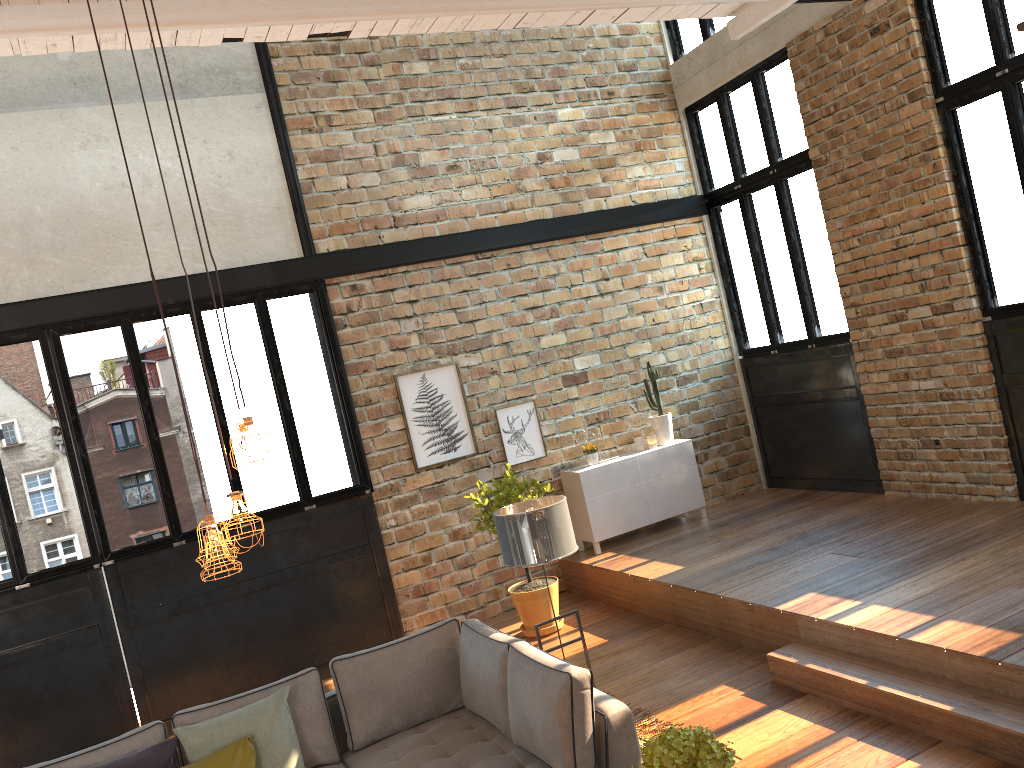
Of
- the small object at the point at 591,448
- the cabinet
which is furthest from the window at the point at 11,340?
the small object at the point at 591,448

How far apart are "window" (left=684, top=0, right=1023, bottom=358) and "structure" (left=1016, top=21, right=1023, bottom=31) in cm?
313

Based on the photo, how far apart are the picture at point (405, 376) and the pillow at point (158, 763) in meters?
3.5 m

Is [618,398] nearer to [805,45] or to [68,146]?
[805,45]

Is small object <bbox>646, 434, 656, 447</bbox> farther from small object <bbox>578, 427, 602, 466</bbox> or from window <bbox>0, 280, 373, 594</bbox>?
window <bbox>0, 280, 373, 594</bbox>

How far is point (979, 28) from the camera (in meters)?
6.42

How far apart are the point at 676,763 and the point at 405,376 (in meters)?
5.64

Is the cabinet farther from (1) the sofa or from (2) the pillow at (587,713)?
(1) the sofa

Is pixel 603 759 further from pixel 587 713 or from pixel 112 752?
pixel 112 752

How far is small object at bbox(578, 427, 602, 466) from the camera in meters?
8.4
